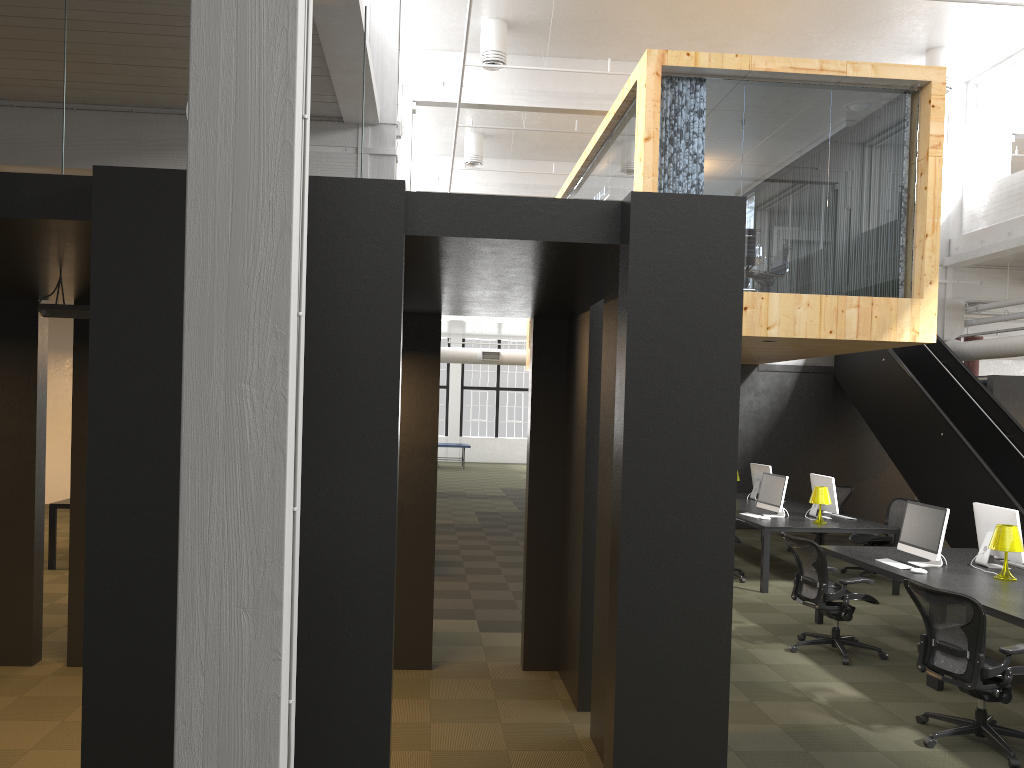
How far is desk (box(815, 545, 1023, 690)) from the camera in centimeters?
605cm

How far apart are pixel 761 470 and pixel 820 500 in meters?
2.7 m

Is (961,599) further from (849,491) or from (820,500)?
(849,491)

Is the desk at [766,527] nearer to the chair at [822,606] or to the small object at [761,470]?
the small object at [761,470]

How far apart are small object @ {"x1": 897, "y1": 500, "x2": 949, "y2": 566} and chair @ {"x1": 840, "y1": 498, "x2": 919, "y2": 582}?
3.19m

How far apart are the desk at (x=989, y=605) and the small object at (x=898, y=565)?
0.1m

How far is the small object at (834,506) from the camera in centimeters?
1077cm

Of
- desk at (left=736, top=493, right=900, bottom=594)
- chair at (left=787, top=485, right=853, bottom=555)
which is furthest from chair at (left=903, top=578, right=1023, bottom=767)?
chair at (left=787, top=485, right=853, bottom=555)

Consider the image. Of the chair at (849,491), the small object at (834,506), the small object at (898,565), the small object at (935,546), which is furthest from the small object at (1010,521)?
the chair at (849,491)

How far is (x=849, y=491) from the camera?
13.0 meters
